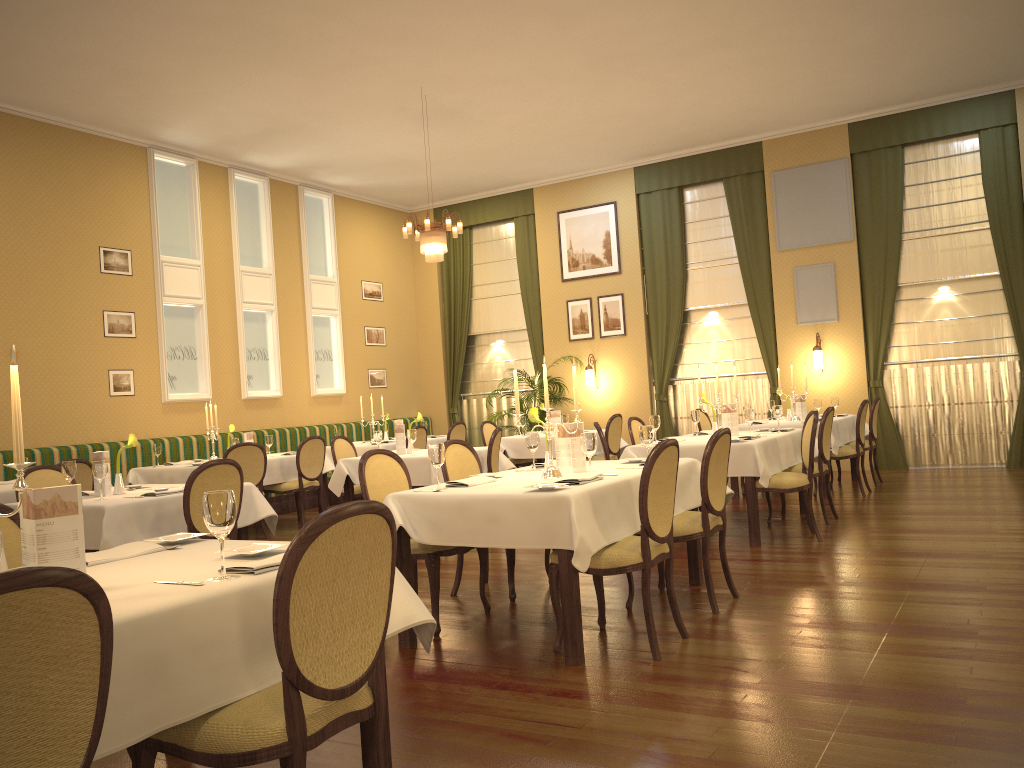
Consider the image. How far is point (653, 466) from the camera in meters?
3.9 m

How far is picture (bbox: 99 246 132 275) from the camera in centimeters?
977cm

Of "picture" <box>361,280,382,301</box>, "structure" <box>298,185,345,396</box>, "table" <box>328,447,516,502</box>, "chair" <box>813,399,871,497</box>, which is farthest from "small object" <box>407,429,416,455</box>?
"picture" <box>361,280,382,301</box>

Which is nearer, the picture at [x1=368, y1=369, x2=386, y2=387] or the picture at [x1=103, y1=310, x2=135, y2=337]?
the picture at [x1=103, y1=310, x2=135, y2=337]

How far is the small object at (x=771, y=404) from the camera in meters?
10.1

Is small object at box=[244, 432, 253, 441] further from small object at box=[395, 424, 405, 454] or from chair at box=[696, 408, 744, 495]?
chair at box=[696, 408, 744, 495]

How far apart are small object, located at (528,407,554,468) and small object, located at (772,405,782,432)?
3.30m

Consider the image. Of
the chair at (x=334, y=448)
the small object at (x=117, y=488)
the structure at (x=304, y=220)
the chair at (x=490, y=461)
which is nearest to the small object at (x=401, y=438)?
the chair at (x=334, y=448)

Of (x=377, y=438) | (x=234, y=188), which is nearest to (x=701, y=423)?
(x=377, y=438)

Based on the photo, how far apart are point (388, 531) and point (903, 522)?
5.9 meters
